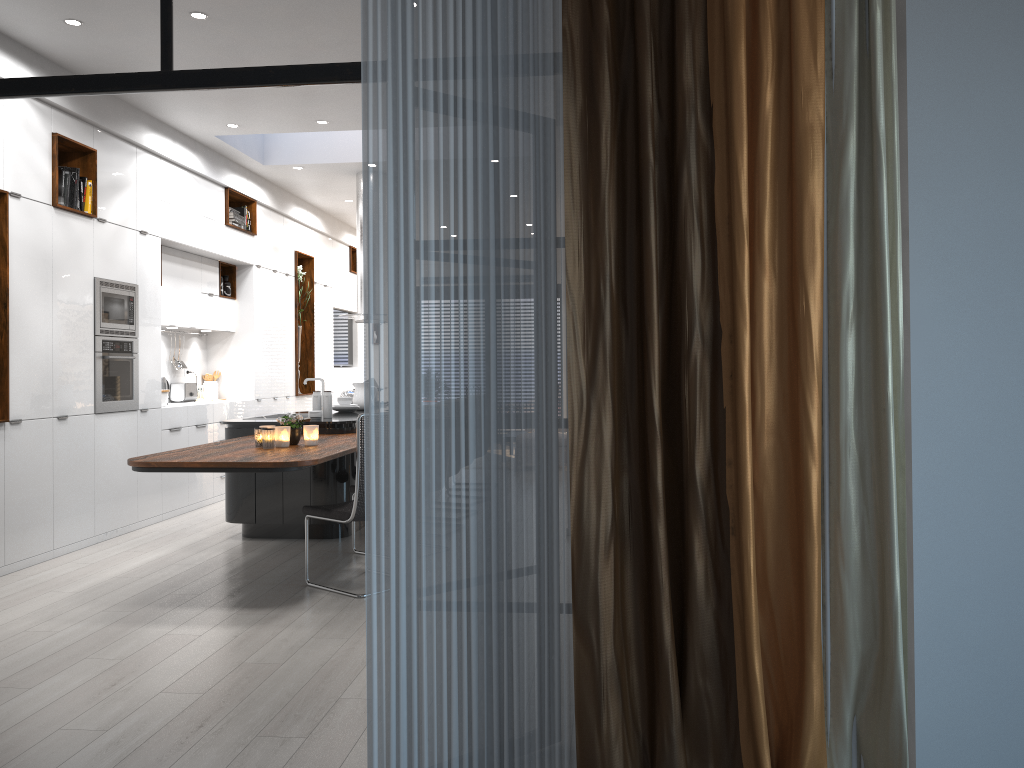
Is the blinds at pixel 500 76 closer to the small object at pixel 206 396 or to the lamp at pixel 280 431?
the lamp at pixel 280 431

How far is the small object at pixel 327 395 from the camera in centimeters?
688cm

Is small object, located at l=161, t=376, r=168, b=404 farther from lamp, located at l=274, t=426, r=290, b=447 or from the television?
the television

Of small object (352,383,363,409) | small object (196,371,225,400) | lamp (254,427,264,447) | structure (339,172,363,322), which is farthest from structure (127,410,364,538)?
small object (196,371,225,400)

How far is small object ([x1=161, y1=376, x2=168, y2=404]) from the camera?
8.2m

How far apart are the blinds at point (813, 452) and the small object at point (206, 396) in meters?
7.9 m

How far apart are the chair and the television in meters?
7.4

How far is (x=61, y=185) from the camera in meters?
6.1 m

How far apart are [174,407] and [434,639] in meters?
6.1

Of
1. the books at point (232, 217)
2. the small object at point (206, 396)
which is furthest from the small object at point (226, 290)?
the small object at point (206, 396)
